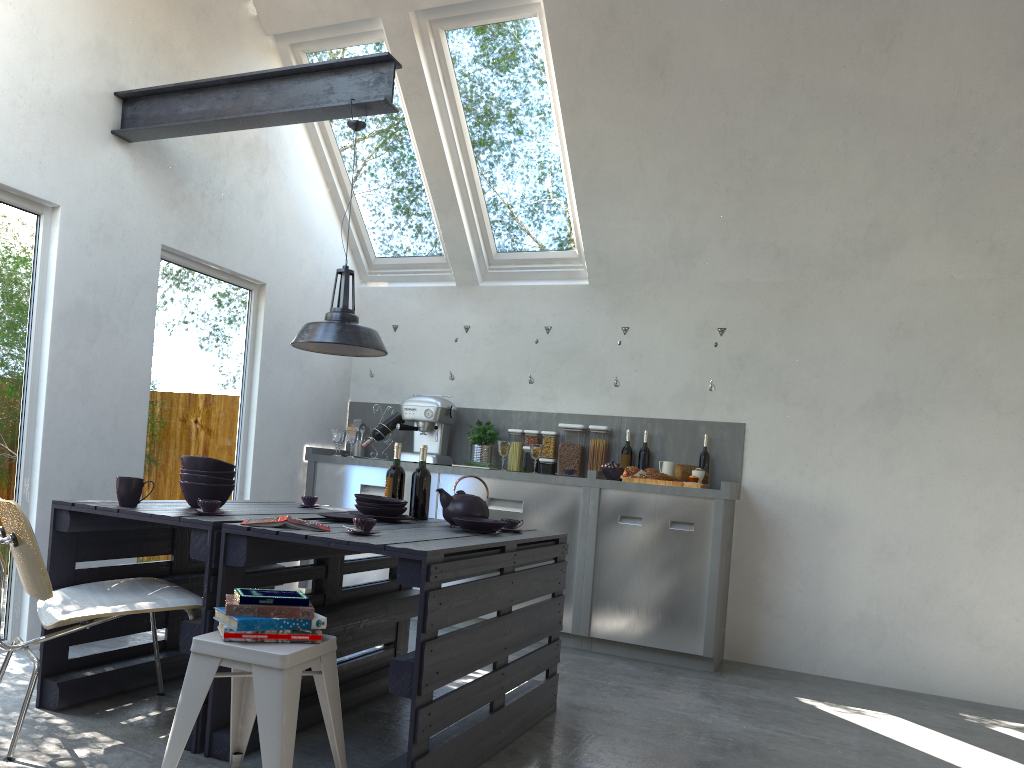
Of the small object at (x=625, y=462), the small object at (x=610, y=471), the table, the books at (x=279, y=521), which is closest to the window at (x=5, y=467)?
the table

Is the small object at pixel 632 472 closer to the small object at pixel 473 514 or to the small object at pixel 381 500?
the small object at pixel 473 514

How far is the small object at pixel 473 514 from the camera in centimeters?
373cm

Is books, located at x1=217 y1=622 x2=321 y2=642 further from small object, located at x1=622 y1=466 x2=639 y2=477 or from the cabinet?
small object, located at x1=622 y1=466 x2=639 y2=477

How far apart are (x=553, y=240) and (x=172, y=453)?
2.87m

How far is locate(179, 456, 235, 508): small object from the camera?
3.4 meters

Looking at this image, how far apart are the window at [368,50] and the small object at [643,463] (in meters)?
1.95

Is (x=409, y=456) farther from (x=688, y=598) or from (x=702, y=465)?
(x=688, y=598)

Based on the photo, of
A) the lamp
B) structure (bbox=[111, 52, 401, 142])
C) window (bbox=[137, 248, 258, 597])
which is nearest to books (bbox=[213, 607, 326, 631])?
the lamp

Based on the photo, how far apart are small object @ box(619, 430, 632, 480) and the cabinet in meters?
0.1
